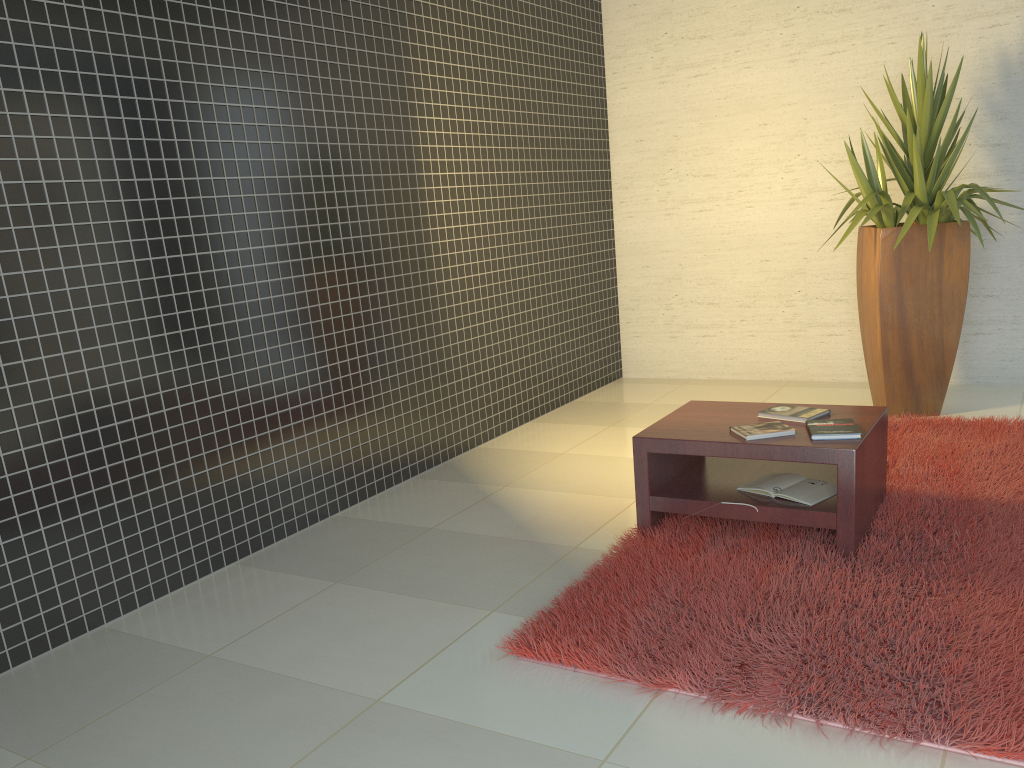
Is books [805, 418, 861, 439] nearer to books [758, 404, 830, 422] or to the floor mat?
books [758, 404, 830, 422]

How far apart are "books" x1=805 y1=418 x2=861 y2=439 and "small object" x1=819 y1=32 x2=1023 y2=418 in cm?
177

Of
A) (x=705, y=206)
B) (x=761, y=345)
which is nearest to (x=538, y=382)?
(x=761, y=345)

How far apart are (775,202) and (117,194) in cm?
452

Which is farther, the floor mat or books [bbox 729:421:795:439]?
books [bbox 729:421:795:439]

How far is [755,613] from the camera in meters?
2.8 m

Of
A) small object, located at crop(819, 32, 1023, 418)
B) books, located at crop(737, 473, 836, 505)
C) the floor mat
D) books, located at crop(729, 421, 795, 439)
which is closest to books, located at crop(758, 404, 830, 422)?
books, located at crop(729, 421, 795, 439)

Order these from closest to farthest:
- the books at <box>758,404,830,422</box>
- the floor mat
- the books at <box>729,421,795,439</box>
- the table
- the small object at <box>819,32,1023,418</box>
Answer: the floor mat
the table
the books at <box>729,421,795,439</box>
the books at <box>758,404,830,422</box>
the small object at <box>819,32,1023,418</box>

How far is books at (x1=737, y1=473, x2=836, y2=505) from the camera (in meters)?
3.31

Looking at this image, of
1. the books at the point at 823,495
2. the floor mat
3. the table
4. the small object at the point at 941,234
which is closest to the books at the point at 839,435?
the table
